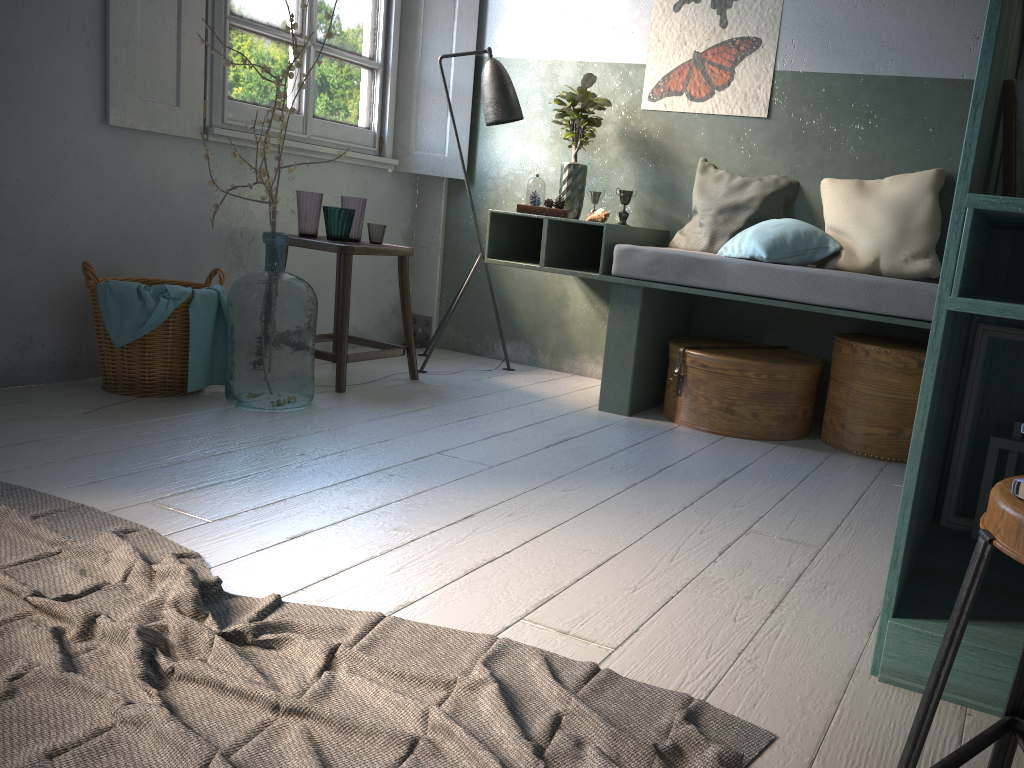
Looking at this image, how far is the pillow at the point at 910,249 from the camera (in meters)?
3.96

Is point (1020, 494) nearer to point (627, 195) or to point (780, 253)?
point (780, 253)

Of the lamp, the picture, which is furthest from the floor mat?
the picture

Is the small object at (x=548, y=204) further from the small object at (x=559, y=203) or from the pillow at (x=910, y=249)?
the pillow at (x=910, y=249)

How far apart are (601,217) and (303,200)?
1.5m

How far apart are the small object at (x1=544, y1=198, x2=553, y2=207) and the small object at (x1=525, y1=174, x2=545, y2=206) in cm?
5

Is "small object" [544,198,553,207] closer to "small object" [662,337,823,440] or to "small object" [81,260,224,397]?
"small object" [662,337,823,440]

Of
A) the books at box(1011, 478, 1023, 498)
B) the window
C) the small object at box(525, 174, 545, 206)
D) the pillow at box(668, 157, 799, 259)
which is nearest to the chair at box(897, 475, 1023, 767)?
the books at box(1011, 478, 1023, 498)

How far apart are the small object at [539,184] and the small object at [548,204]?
0.1m

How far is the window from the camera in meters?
4.4
